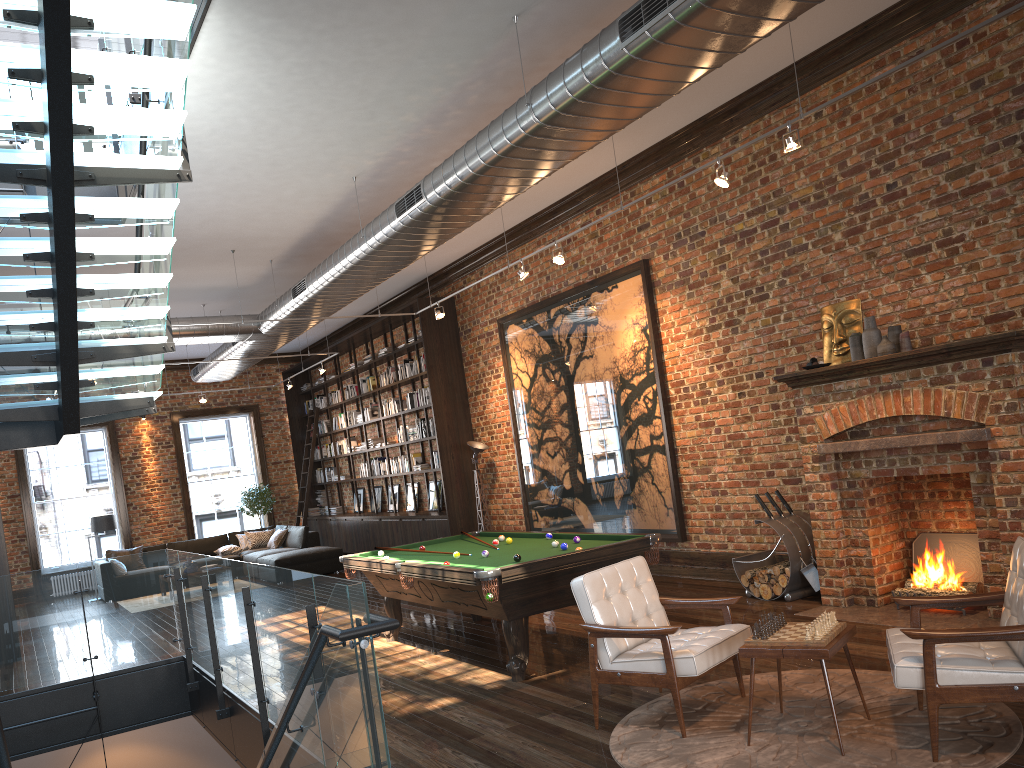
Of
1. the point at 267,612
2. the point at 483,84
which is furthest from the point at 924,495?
the point at 267,612

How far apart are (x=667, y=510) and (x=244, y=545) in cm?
993

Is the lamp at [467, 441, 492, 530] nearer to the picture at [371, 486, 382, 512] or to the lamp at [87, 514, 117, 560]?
the picture at [371, 486, 382, 512]

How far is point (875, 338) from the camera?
6.8m

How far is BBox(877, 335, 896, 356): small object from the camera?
6.6m

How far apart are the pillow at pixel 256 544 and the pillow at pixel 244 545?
0.2 meters

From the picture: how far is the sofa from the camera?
14.35m

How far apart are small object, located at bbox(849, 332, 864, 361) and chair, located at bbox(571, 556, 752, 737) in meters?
2.9 m

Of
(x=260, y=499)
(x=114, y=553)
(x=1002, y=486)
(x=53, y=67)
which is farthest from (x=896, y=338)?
(x=260, y=499)

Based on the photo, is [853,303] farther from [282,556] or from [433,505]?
[282,556]
